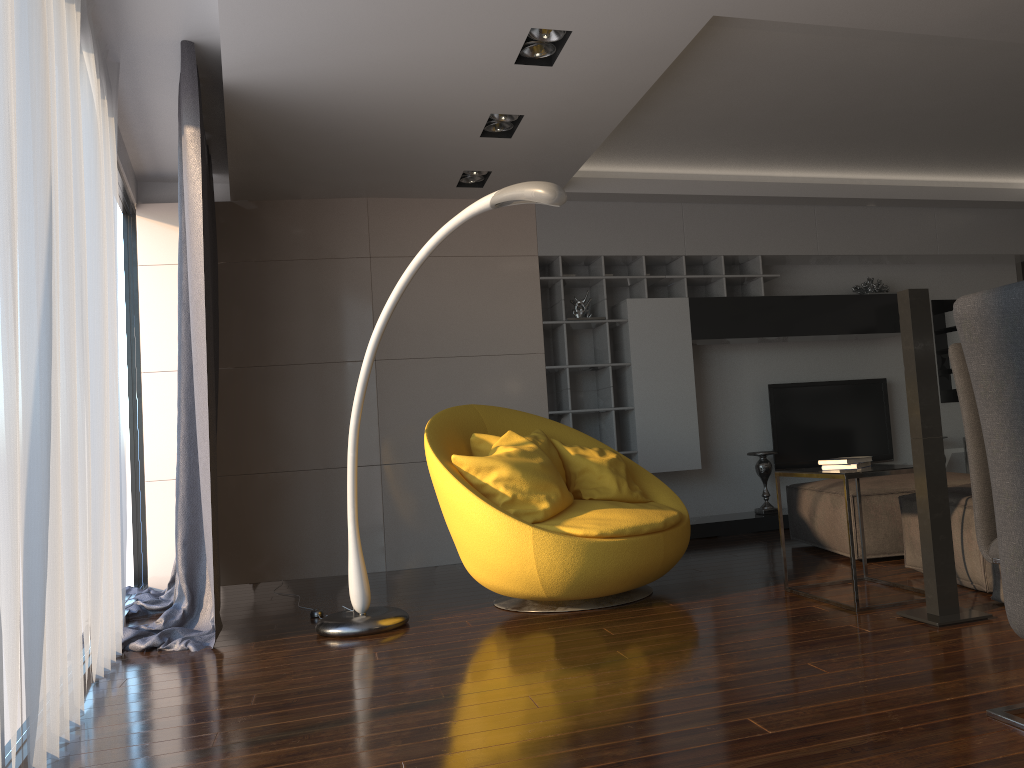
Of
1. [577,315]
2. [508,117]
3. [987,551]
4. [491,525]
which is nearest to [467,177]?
[508,117]

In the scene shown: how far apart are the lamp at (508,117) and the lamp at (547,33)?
0.91m

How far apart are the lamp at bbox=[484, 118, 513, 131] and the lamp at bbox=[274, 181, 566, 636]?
1.4 meters

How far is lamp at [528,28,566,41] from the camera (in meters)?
3.75

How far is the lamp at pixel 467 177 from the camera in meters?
5.8

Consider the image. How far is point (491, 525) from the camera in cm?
375

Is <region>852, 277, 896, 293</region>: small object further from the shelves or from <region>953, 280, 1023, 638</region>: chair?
<region>953, 280, 1023, 638</region>: chair

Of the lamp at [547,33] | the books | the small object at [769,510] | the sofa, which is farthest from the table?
the small object at [769,510]

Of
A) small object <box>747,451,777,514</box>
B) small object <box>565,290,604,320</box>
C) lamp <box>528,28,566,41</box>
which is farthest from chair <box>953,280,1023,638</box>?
small object <box>747,451,777,514</box>

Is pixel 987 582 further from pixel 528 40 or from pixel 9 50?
pixel 9 50
